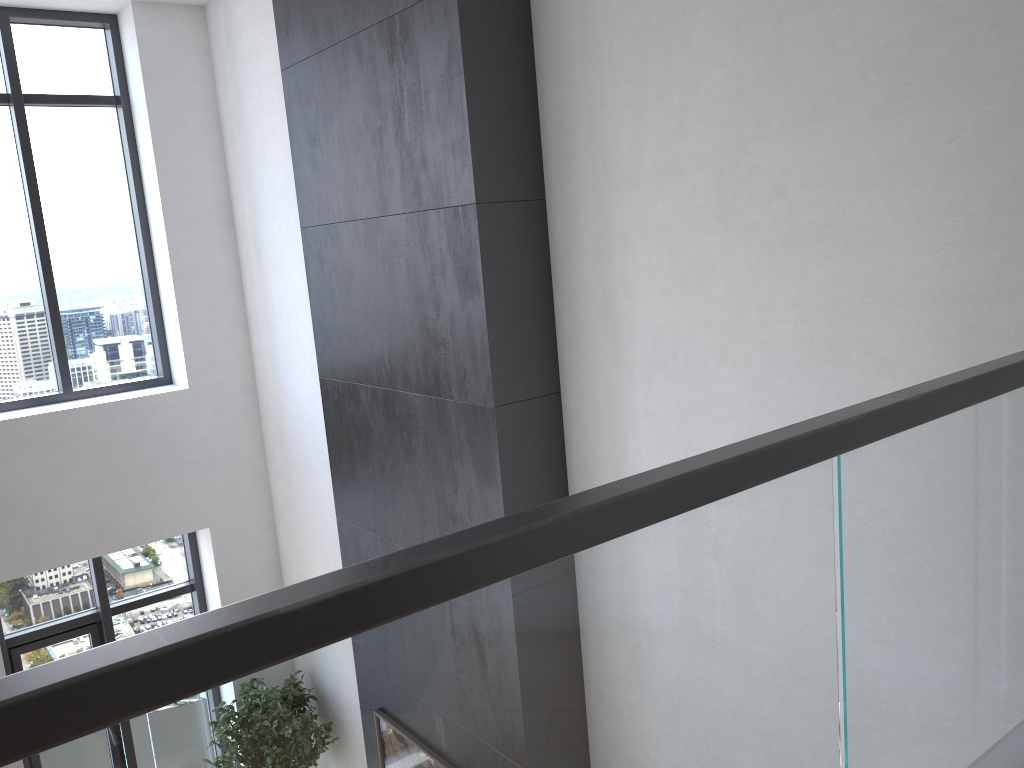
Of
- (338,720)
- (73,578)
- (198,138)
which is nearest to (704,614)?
(338,720)

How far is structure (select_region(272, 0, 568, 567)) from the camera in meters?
3.2

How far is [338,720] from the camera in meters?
0.9 m

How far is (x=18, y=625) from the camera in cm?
571

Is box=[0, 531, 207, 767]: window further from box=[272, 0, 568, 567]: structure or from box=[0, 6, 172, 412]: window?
box=[272, 0, 568, 567]: structure

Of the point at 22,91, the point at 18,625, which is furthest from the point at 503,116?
the point at 18,625

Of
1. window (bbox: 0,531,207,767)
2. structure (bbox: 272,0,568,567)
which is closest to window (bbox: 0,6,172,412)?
window (bbox: 0,531,207,767)

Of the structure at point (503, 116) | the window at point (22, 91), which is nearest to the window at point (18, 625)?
the window at point (22, 91)

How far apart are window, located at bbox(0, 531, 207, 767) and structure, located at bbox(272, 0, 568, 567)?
2.18m

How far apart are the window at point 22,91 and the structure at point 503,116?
2.1m
